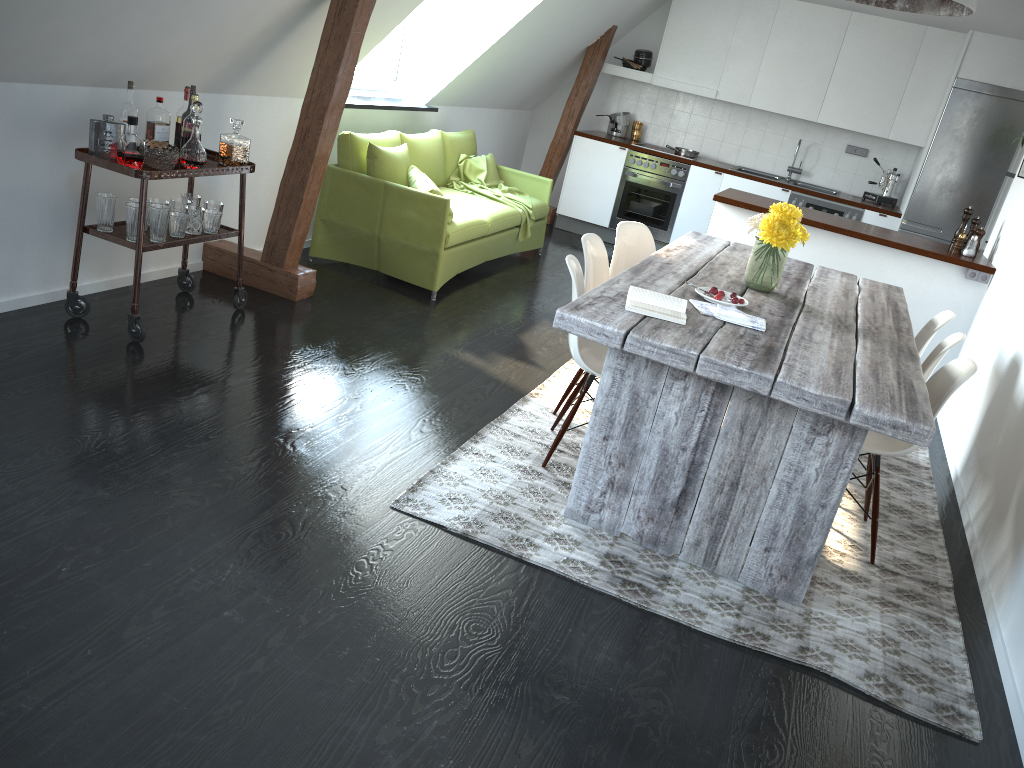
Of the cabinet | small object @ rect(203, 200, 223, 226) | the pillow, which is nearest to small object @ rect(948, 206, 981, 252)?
the cabinet

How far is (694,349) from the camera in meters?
2.6

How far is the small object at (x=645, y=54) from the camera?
8.20m

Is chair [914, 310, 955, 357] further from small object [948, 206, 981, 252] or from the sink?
the sink

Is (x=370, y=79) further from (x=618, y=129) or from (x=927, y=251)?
(x=927, y=251)

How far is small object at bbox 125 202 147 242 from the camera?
3.7m

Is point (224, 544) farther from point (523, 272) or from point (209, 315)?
point (523, 272)

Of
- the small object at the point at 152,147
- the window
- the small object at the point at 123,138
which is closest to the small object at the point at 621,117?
the window

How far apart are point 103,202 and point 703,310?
2.52m

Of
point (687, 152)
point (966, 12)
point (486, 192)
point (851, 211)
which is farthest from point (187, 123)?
point (851, 211)
